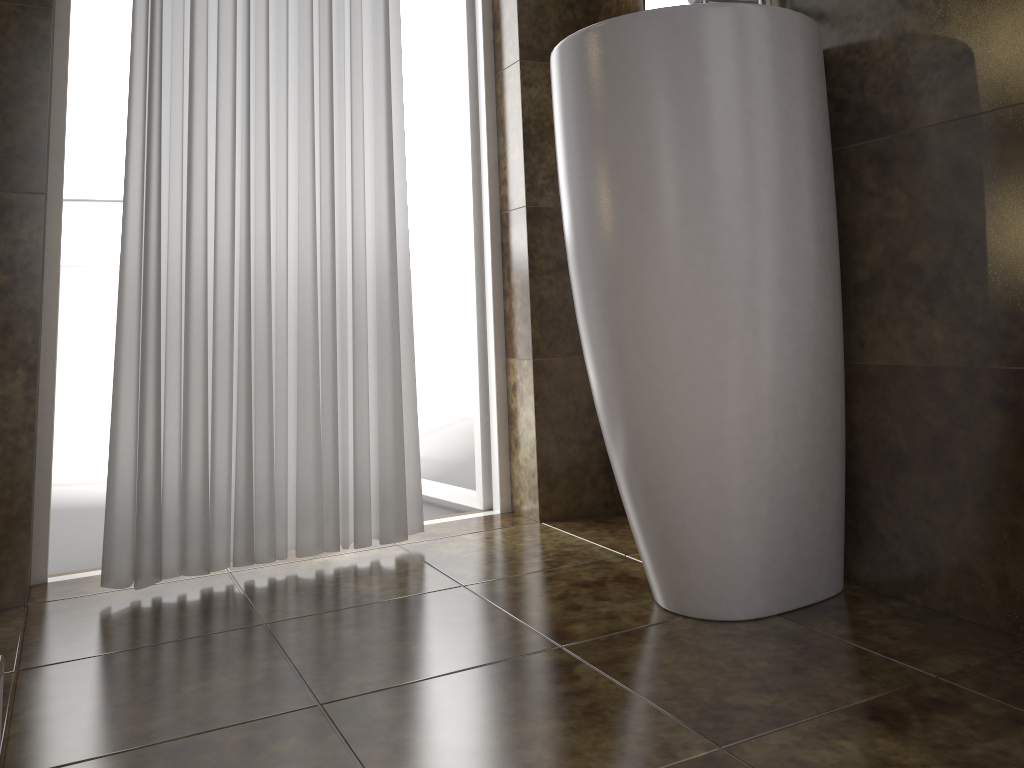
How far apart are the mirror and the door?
0.49m

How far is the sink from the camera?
1.2 meters

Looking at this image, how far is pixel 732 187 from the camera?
1.21m

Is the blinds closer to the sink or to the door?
the door

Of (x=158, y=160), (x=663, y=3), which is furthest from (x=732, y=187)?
(x=158, y=160)

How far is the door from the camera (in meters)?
2.17

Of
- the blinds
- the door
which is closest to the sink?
the blinds

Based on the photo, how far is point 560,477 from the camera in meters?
2.1 m

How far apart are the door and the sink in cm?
78

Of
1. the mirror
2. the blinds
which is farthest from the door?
the mirror
